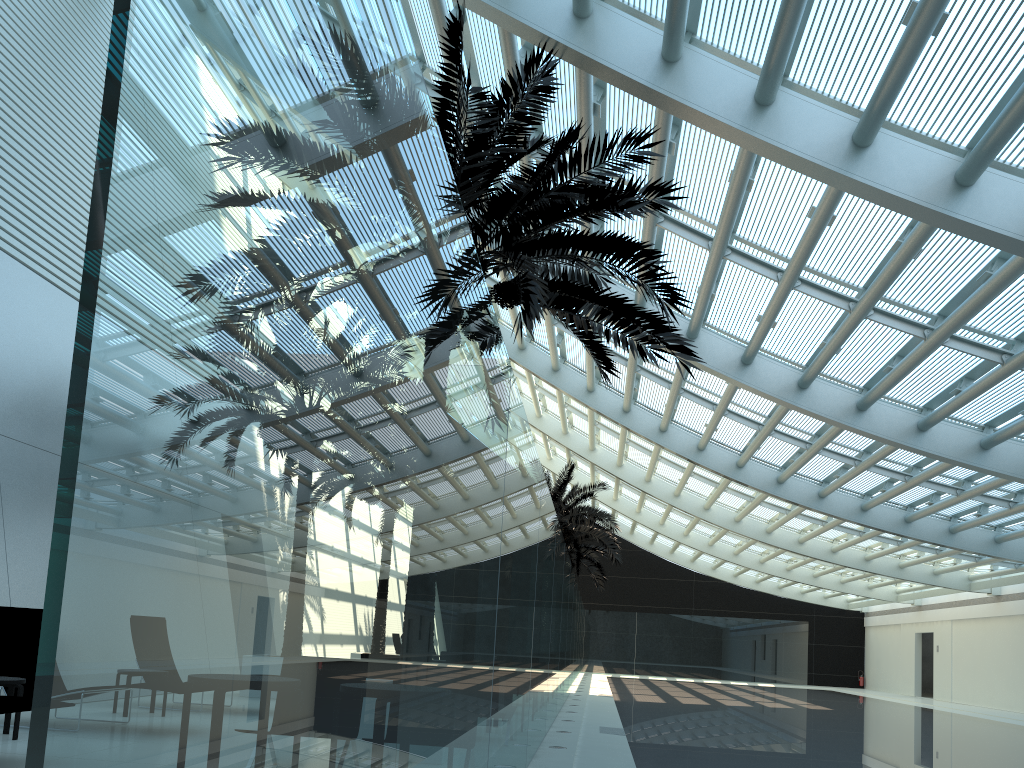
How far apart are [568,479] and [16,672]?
19.0 meters

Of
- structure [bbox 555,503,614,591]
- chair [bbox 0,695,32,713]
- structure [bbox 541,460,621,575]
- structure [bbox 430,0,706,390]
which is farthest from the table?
structure [bbox 555,503,614,591]

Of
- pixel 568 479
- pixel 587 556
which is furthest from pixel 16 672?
pixel 587 556

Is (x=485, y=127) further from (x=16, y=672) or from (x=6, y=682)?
(x=16, y=672)

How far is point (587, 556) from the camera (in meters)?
33.13

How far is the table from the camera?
7.26m

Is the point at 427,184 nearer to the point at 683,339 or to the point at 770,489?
the point at 683,339

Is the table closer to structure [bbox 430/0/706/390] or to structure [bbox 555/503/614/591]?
structure [bbox 430/0/706/390]

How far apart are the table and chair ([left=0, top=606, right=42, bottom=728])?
0.65m

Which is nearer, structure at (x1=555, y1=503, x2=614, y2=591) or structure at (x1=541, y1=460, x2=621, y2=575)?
structure at (x1=541, y1=460, x2=621, y2=575)
